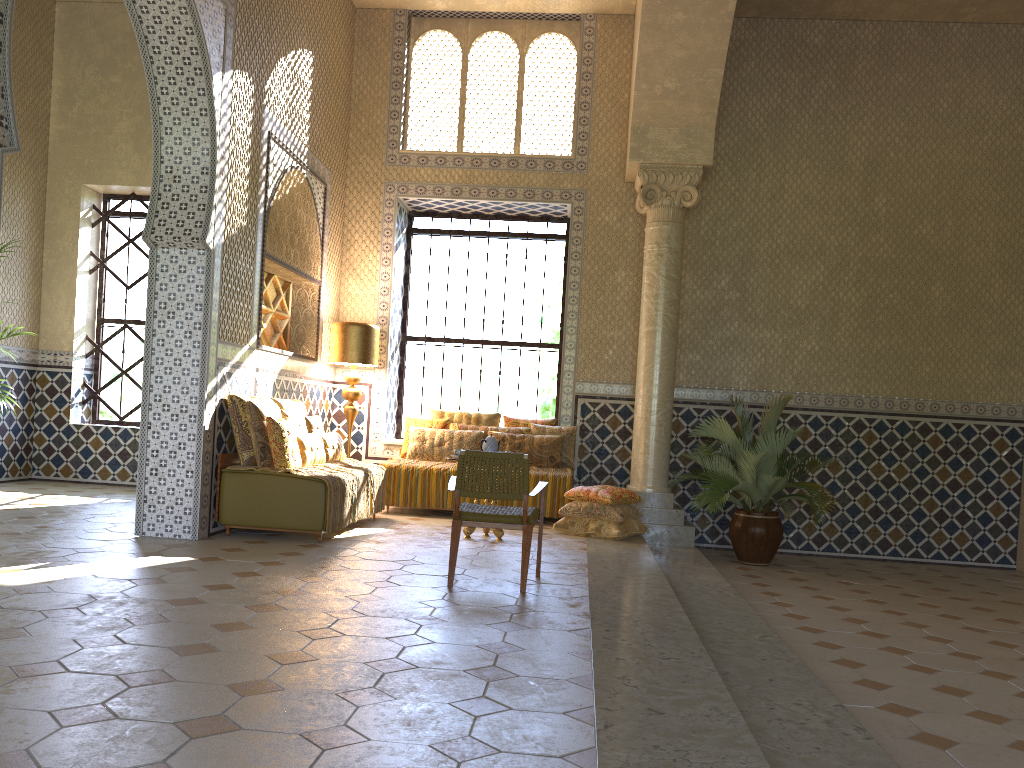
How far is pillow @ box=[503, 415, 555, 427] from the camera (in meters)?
13.99

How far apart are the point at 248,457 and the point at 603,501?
4.5 meters

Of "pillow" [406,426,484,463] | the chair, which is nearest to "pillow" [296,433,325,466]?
"pillow" [406,426,484,463]

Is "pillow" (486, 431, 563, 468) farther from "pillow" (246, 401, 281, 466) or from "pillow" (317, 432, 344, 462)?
"pillow" (246, 401, 281, 466)

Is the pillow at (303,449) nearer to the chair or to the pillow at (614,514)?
the chair

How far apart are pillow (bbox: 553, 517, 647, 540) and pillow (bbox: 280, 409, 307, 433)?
3.54m

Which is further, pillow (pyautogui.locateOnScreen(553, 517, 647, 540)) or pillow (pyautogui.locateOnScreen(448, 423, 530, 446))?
pillow (pyautogui.locateOnScreen(448, 423, 530, 446))

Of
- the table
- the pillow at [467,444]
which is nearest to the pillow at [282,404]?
the pillow at [467,444]

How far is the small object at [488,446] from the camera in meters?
10.9

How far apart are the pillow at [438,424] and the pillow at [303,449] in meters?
2.7
